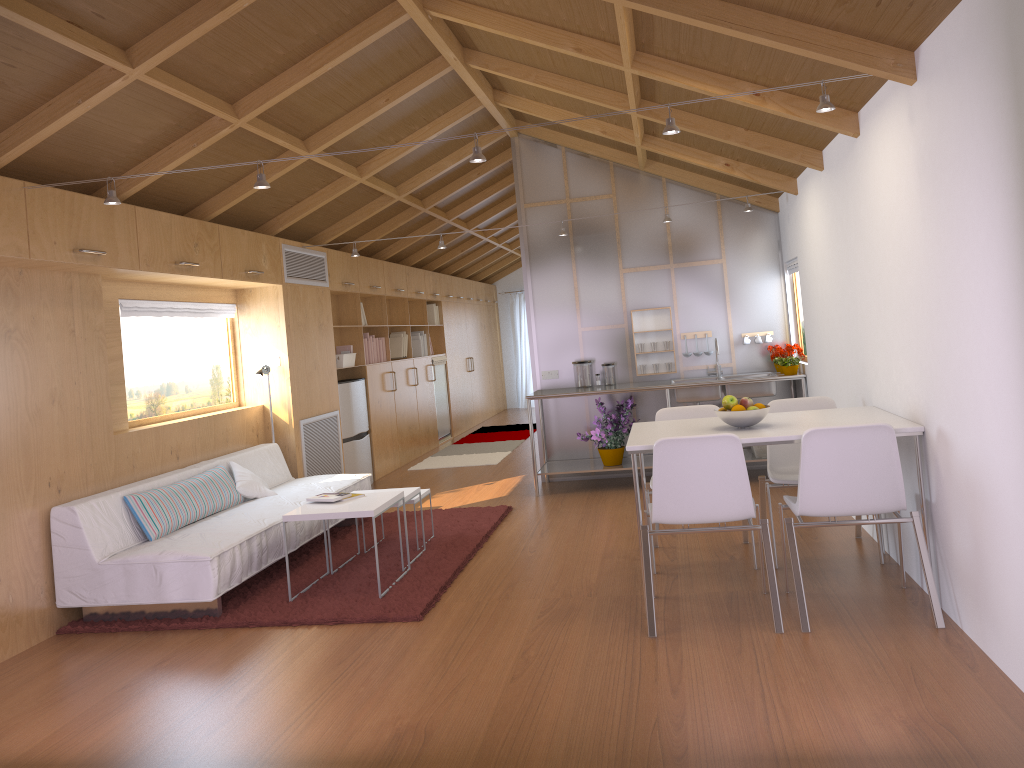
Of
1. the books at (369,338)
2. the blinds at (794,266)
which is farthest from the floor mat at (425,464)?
the blinds at (794,266)

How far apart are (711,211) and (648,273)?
0.7 meters

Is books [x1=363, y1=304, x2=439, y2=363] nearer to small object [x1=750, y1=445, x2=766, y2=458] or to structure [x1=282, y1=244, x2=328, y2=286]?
structure [x1=282, y1=244, x2=328, y2=286]

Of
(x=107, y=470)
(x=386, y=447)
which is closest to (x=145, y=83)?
(x=107, y=470)

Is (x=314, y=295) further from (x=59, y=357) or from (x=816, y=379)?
(x=816, y=379)

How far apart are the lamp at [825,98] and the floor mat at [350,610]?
2.0m

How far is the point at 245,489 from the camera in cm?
566

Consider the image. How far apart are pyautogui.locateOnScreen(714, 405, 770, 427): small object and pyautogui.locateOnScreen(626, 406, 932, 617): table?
0.03m

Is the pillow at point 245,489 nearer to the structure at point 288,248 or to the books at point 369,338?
the structure at point 288,248

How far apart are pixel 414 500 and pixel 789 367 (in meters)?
3.02
